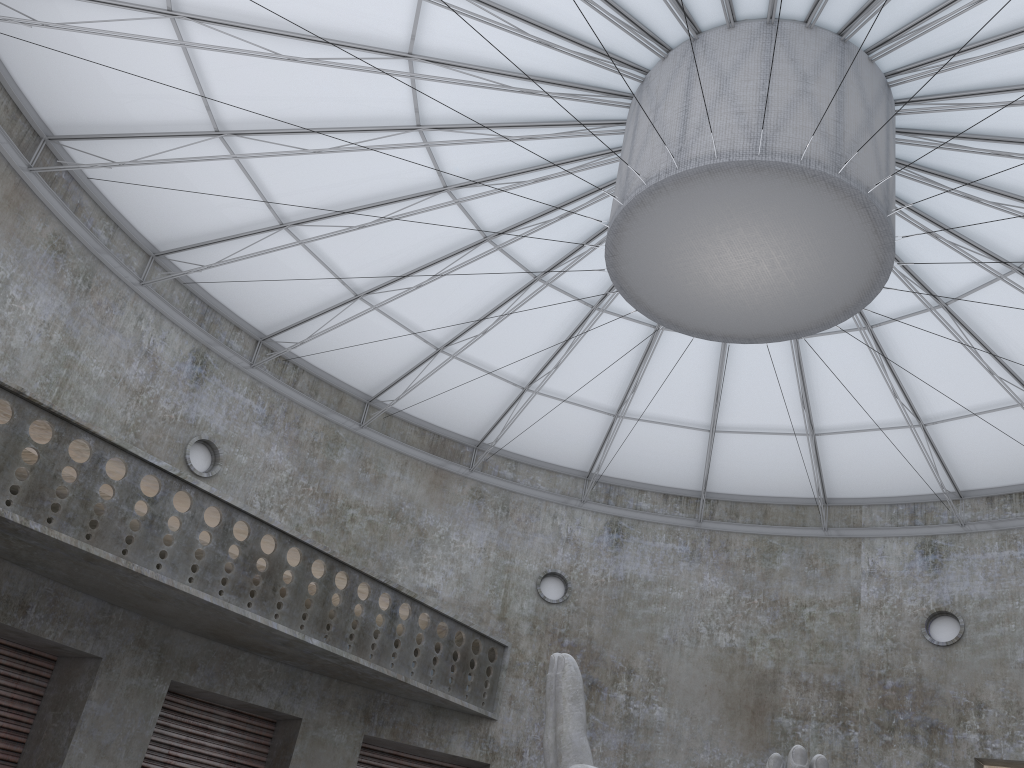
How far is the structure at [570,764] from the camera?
16.2 meters

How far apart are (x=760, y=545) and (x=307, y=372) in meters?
21.3 m

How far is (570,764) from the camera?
16.2m

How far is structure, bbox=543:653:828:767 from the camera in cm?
1625
